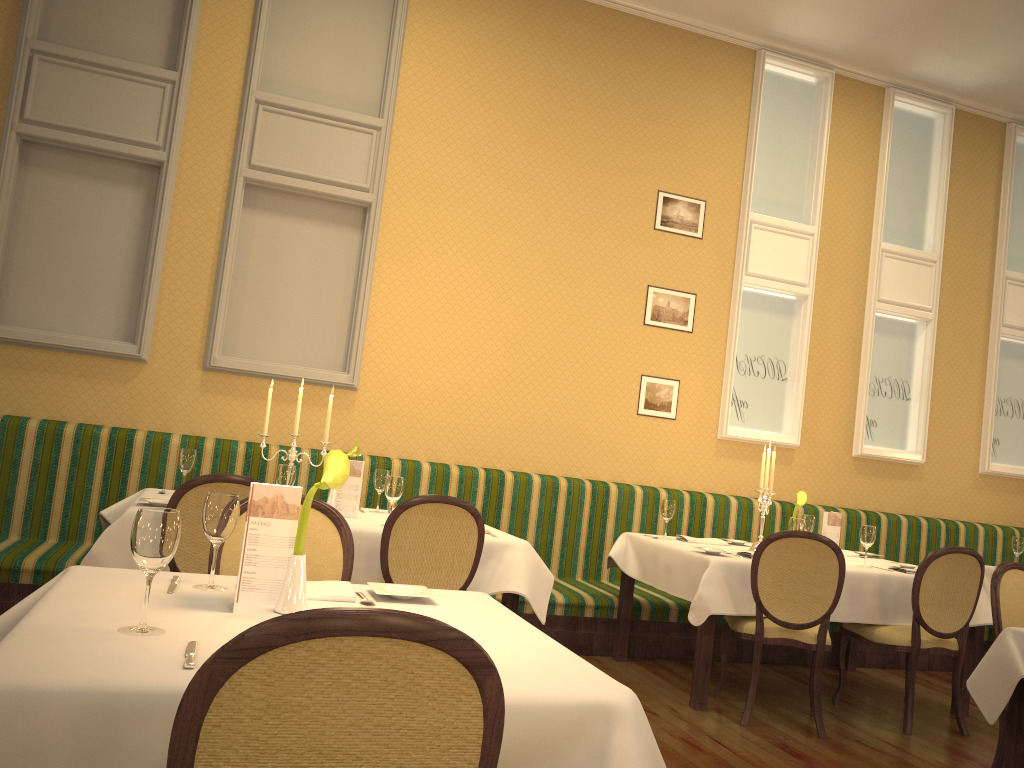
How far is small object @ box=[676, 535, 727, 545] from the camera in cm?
523

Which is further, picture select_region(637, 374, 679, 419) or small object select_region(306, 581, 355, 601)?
picture select_region(637, 374, 679, 419)

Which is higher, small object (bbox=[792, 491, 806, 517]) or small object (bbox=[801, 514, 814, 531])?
small object (bbox=[792, 491, 806, 517])

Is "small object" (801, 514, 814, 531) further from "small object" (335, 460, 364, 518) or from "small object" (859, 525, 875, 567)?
"small object" (335, 460, 364, 518)

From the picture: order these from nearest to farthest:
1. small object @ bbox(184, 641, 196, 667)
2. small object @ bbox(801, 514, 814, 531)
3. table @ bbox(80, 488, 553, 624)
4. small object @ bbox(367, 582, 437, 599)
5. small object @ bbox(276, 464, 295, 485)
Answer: small object @ bbox(184, 641, 196, 667), small object @ bbox(367, 582, 437, 599), table @ bbox(80, 488, 553, 624), small object @ bbox(276, 464, 295, 485), small object @ bbox(801, 514, 814, 531)

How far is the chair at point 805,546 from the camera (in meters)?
4.22

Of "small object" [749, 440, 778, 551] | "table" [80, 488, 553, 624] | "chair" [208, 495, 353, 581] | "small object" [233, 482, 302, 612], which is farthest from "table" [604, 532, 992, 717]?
"small object" [233, 482, 302, 612]

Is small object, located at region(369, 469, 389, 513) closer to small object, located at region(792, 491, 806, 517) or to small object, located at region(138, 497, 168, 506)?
Answer: small object, located at region(138, 497, 168, 506)

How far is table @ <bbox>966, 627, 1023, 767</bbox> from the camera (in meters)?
3.00

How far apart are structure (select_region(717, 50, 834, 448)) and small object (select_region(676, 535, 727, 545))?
1.4 meters
